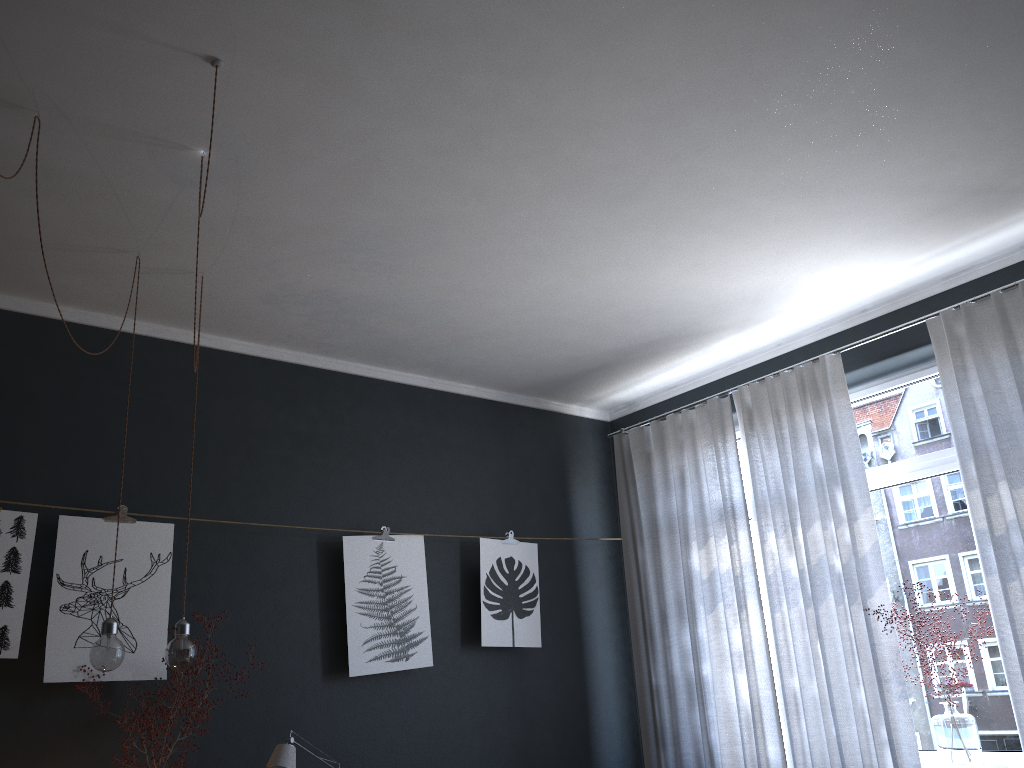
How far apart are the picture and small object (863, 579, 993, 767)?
1.95m

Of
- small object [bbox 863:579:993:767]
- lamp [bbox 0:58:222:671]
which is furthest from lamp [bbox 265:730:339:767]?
small object [bbox 863:579:993:767]

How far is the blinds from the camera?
3.7m

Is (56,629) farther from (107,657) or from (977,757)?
(977,757)

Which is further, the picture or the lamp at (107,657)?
the picture

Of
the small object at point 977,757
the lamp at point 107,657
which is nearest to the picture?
the lamp at point 107,657

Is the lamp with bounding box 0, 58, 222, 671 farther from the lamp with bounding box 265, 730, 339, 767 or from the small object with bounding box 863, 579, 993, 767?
the small object with bounding box 863, 579, 993, 767

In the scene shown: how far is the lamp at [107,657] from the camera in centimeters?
294cm

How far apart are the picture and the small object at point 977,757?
2.0 meters

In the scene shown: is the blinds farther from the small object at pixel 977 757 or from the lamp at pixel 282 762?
the lamp at pixel 282 762
